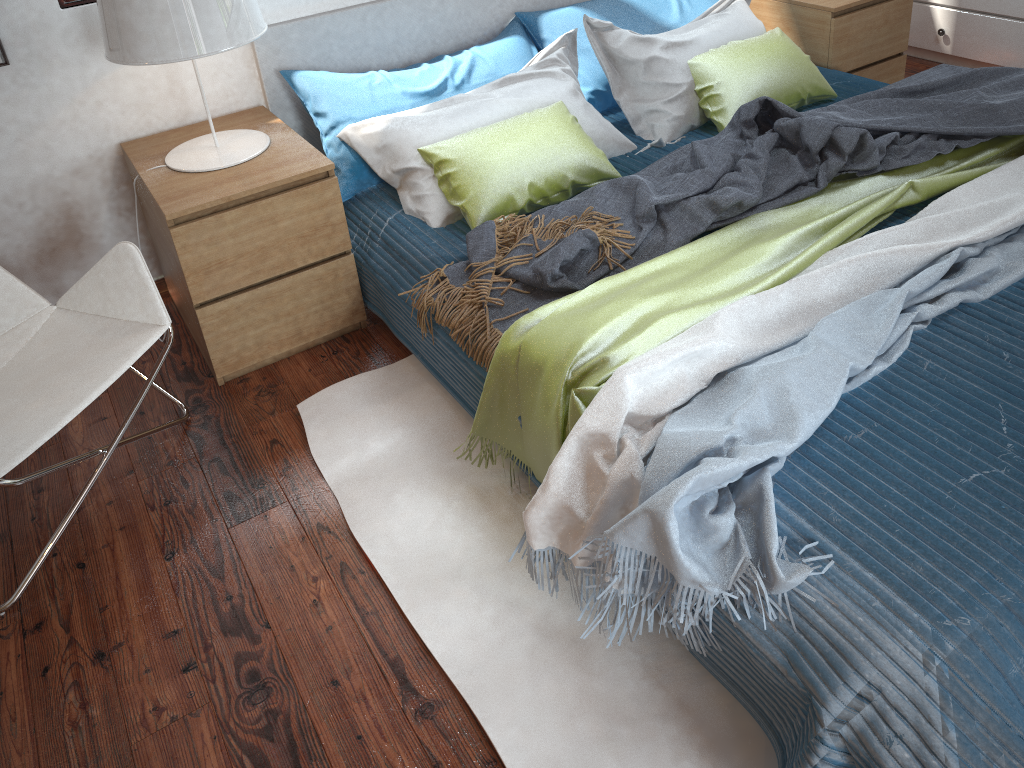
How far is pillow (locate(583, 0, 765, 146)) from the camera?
2.60m

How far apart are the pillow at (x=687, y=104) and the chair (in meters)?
1.45

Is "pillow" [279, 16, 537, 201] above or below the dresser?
above

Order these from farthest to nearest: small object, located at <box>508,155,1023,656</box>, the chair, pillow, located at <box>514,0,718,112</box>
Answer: pillow, located at <box>514,0,718,112</box> → the chair → small object, located at <box>508,155,1023,656</box>

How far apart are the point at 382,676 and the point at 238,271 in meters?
1.1

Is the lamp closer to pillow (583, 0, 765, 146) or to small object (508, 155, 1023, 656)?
pillow (583, 0, 765, 146)

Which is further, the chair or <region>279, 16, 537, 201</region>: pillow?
<region>279, 16, 537, 201</region>: pillow

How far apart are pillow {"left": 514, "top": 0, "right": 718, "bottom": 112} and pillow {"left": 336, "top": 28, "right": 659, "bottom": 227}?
0.12m

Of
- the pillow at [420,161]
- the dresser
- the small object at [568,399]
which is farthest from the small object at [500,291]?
the dresser

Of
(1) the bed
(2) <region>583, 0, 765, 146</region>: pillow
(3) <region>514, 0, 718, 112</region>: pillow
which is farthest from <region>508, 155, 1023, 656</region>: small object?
(3) <region>514, 0, 718, 112</region>: pillow
